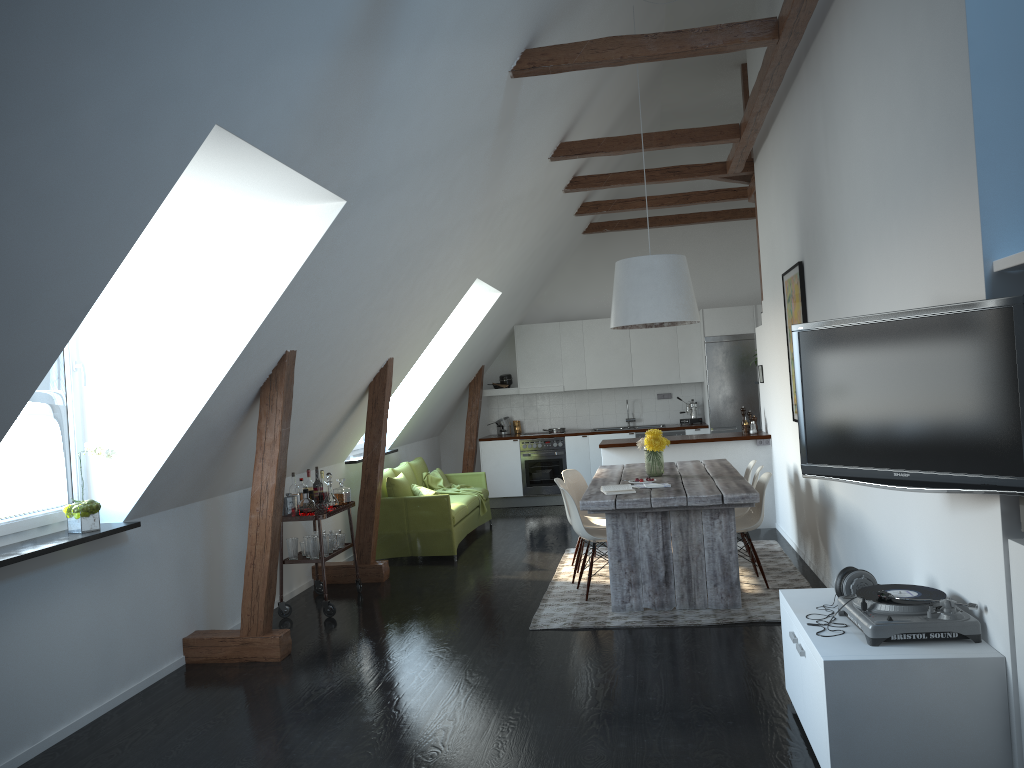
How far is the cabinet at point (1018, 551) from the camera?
2.9 meters

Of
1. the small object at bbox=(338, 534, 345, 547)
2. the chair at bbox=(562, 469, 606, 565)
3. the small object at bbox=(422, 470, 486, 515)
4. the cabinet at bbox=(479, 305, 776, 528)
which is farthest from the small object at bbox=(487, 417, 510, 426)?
the small object at bbox=(338, 534, 345, 547)

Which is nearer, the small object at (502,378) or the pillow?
the pillow

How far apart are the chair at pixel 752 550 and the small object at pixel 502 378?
5.6m

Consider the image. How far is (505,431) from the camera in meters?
11.9

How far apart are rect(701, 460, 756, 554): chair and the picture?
1.3 meters

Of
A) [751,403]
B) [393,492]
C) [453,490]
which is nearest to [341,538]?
[393,492]

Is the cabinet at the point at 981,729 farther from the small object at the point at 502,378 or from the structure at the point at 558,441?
the small object at the point at 502,378

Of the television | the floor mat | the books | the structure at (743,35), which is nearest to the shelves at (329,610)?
the floor mat

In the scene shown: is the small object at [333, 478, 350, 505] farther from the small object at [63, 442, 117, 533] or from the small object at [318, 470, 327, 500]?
the small object at [63, 442, 117, 533]
